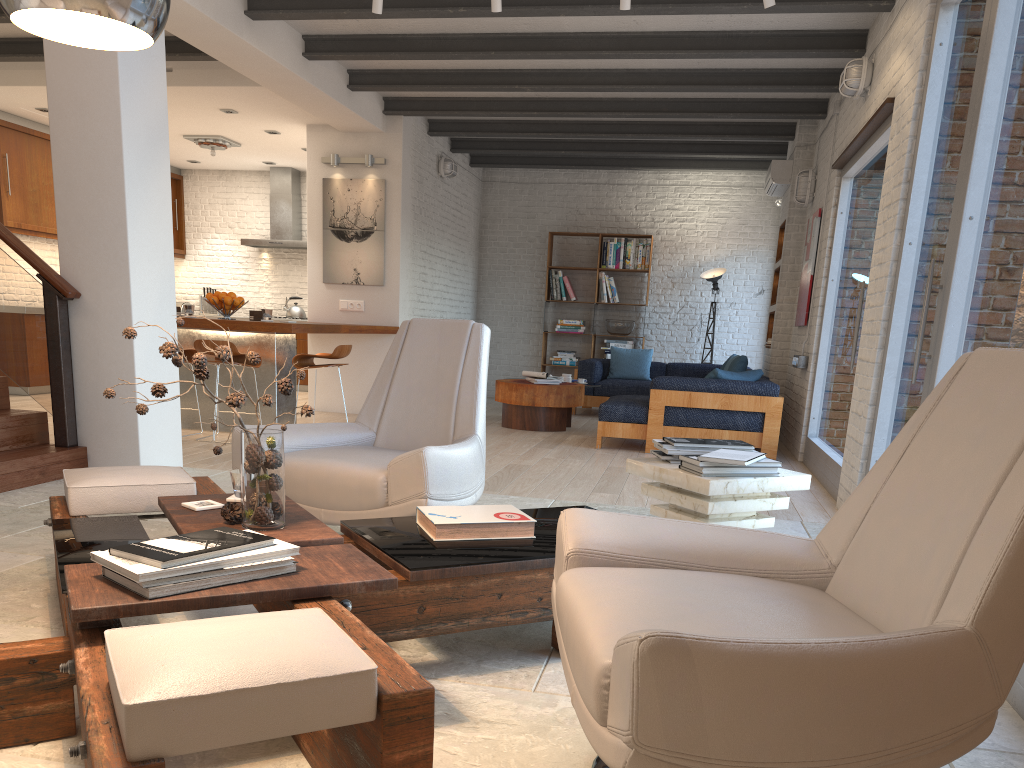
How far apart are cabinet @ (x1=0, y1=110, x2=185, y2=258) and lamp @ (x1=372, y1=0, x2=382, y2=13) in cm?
575

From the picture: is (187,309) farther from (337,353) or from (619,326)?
(619,326)

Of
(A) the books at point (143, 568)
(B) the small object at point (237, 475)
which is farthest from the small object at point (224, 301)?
(A) the books at point (143, 568)

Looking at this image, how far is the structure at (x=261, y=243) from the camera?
11.8m

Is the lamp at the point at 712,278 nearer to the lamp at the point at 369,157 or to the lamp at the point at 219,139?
the lamp at the point at 369,157

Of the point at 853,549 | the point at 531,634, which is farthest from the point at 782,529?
the point at 853,549

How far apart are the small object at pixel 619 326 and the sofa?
0.7 meters

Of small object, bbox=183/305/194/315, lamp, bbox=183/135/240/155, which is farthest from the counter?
lamp, bbox=183/135/240/155

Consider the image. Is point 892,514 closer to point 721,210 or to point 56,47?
point 56,47

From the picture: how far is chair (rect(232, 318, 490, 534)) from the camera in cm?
327
